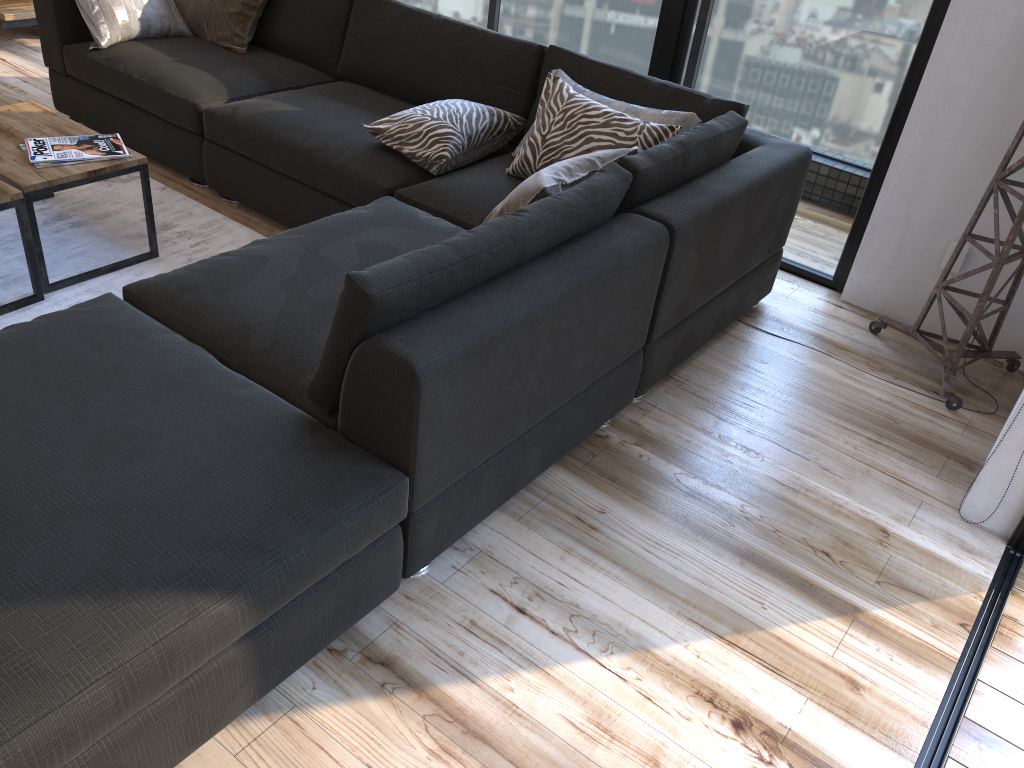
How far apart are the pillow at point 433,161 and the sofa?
0.0m

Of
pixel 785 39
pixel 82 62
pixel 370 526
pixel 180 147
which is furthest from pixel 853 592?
pixel 82 62

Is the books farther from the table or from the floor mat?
the floor mat

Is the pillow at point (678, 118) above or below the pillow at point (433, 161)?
above

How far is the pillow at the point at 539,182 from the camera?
2.2m

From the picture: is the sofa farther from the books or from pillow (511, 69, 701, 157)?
the books

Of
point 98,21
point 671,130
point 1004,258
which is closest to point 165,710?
point 671,130

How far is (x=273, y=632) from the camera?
1.6m

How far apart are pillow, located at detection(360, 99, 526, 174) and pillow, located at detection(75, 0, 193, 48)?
1.4m

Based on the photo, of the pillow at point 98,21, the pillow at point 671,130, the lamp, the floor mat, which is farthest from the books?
the lamp
